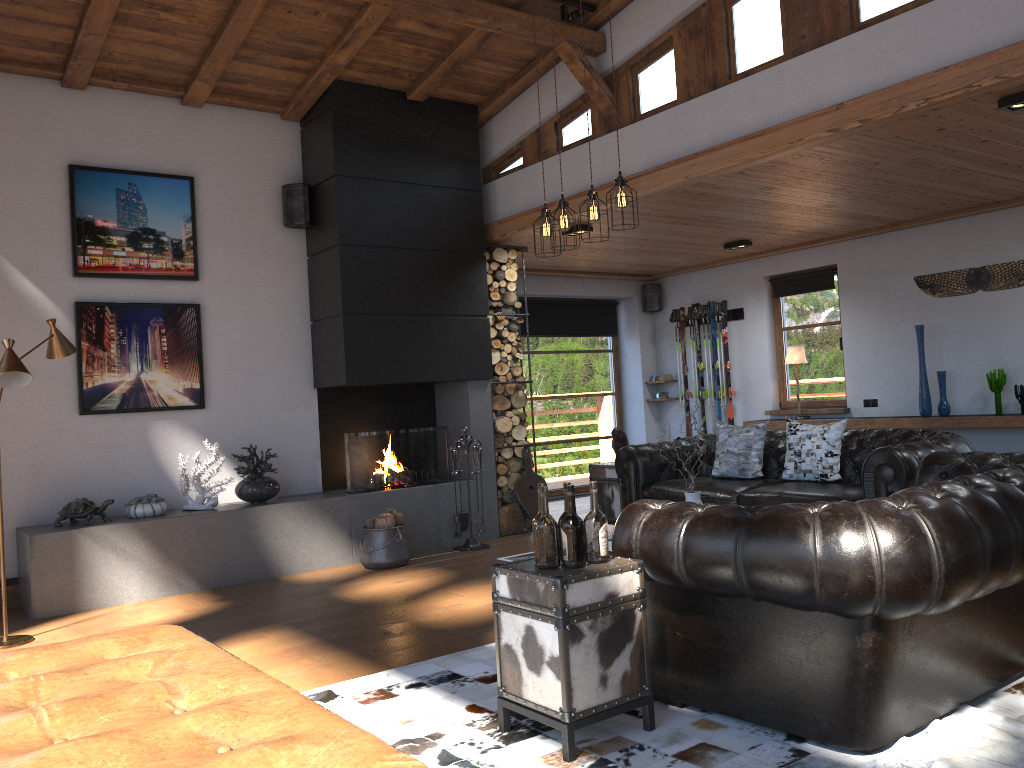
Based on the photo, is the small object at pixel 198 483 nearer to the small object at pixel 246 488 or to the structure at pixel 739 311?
the small object at pixel 246 488

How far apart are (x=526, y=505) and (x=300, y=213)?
3.18m

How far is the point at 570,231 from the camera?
7.7m

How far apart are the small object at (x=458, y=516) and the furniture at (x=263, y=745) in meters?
4.0 m

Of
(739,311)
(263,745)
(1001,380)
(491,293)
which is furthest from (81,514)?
(1001,380)

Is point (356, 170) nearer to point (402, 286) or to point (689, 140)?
point (402, 286)

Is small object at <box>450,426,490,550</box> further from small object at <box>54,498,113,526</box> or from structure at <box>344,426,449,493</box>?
small object at <box>54,498,113,526</box>

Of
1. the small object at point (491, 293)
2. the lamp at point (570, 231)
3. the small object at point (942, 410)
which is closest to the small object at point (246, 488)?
the small object at point (491, 293)

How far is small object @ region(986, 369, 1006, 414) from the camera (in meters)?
7.73

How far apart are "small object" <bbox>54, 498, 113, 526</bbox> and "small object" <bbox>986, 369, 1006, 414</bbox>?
7.2m
